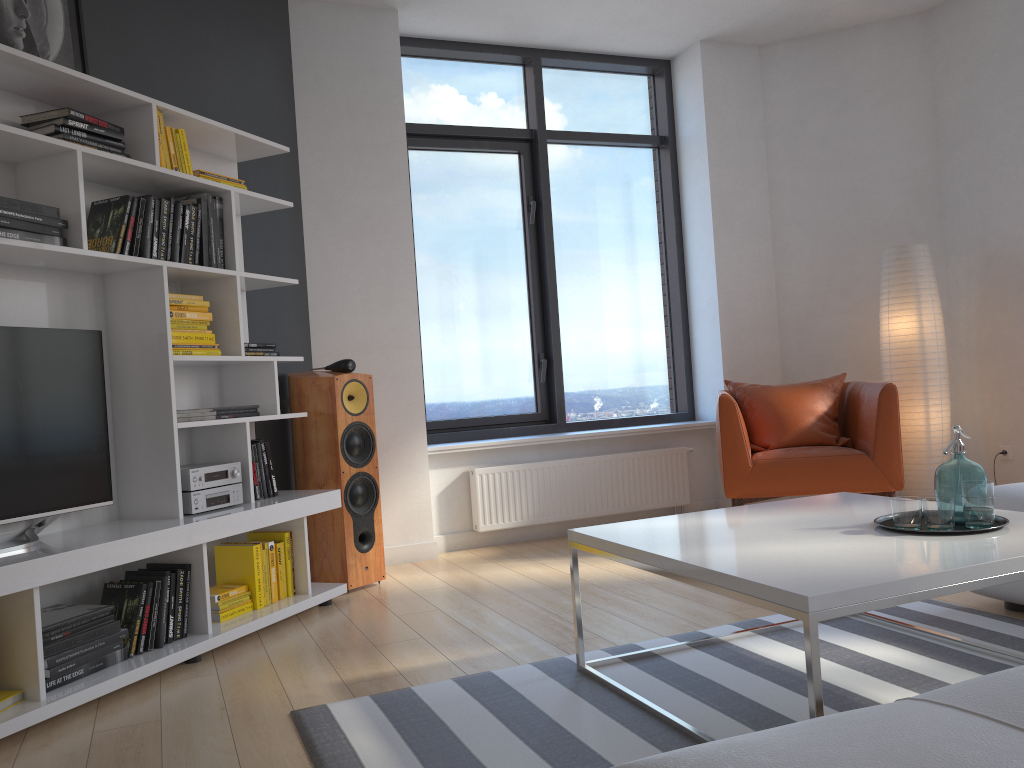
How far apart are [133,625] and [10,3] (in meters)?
2.19

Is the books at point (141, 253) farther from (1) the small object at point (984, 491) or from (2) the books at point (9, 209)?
(1) the small object at point (984, 491)

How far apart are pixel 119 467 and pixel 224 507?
0.4 meters

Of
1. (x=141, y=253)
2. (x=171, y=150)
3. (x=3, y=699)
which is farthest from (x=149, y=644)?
(x=171, y=150)

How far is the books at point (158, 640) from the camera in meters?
3.1

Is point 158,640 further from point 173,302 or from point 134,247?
point 134,247

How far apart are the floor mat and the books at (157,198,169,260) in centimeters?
176cm

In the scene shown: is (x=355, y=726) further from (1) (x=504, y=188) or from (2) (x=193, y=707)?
(1) (x=504, y=188)

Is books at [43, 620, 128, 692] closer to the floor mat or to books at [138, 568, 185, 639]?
books at [138, 568, 185, 639]

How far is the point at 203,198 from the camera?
3.5m
